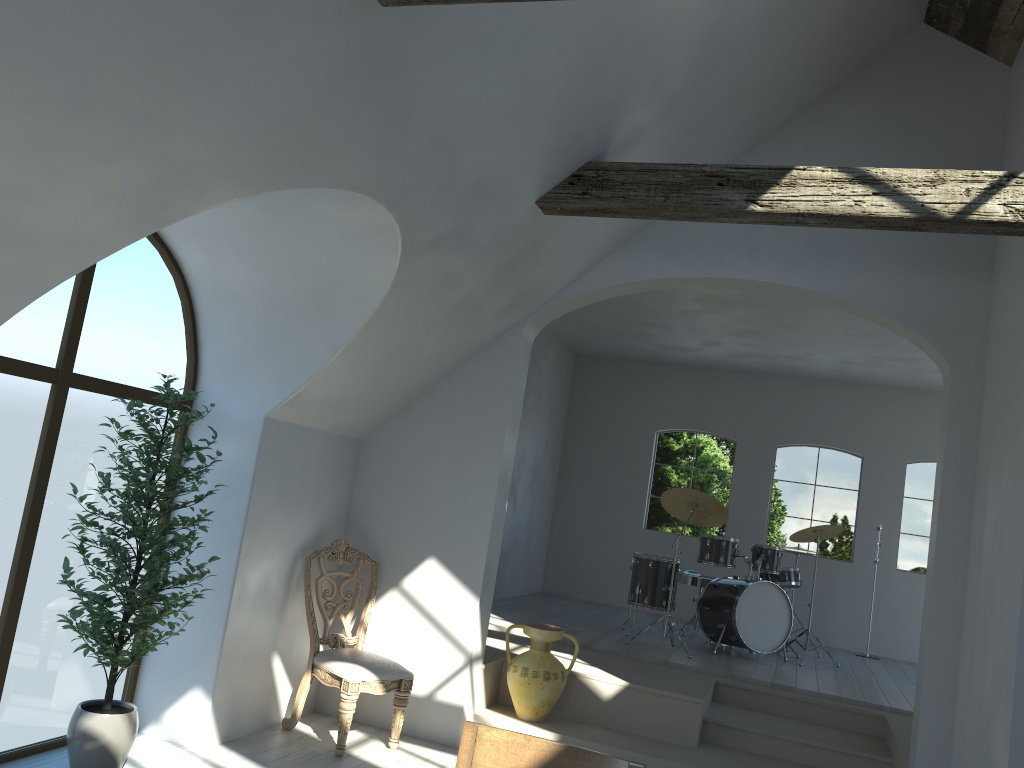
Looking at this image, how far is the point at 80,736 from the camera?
4.06m

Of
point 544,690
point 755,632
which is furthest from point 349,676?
point 755,632

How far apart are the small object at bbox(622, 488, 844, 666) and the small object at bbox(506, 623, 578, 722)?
1.9m

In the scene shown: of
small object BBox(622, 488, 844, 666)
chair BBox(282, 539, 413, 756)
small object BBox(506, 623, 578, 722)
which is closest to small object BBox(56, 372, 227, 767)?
chair BBox(282, 539, 413, 756)

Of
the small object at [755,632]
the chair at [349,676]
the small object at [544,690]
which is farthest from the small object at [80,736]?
the small object at [755,632]

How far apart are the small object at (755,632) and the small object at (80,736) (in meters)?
4.35

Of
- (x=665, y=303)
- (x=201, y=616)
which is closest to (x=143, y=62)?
(x=201, y=616)

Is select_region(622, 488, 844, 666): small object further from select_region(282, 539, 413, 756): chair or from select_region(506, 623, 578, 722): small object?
select_region(282, 539, 413, 756): chair

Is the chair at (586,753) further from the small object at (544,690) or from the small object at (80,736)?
the small object at (544,690)

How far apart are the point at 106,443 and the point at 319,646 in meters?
1.8 m
